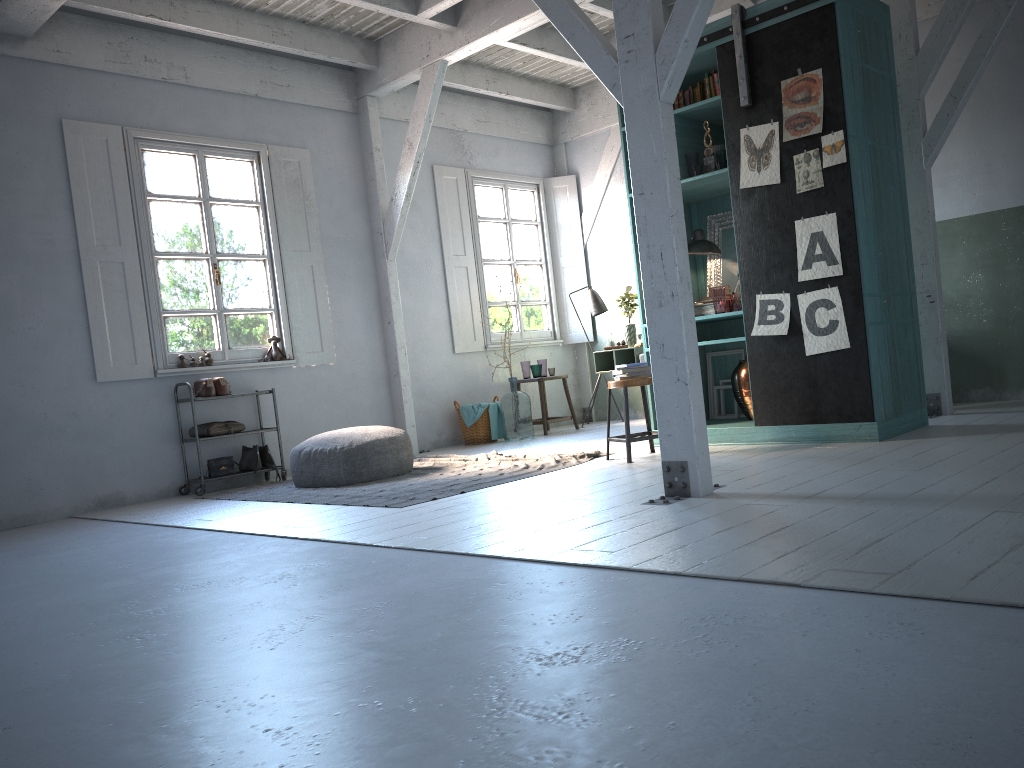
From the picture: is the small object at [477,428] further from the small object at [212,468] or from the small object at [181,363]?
the small object at [181,363]

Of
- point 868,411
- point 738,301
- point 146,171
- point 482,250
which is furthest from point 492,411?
point 868,411

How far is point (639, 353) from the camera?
10.22m

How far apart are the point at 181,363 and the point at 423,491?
3.5m

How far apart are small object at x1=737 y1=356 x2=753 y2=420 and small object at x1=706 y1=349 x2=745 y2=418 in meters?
0.9

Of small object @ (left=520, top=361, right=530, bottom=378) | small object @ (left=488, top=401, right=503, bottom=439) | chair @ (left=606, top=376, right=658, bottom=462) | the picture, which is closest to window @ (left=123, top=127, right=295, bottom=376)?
small object @ (left=488, top=401, right=503, bottom=439)

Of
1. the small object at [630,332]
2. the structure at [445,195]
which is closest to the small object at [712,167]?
the small object at [630,332]

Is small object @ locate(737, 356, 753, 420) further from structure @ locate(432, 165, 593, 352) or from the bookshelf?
structure @ locate(432, 165, 593, 352)

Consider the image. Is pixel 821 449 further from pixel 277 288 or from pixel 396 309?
pixel 277 288

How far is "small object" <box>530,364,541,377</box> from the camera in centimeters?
1071cm
